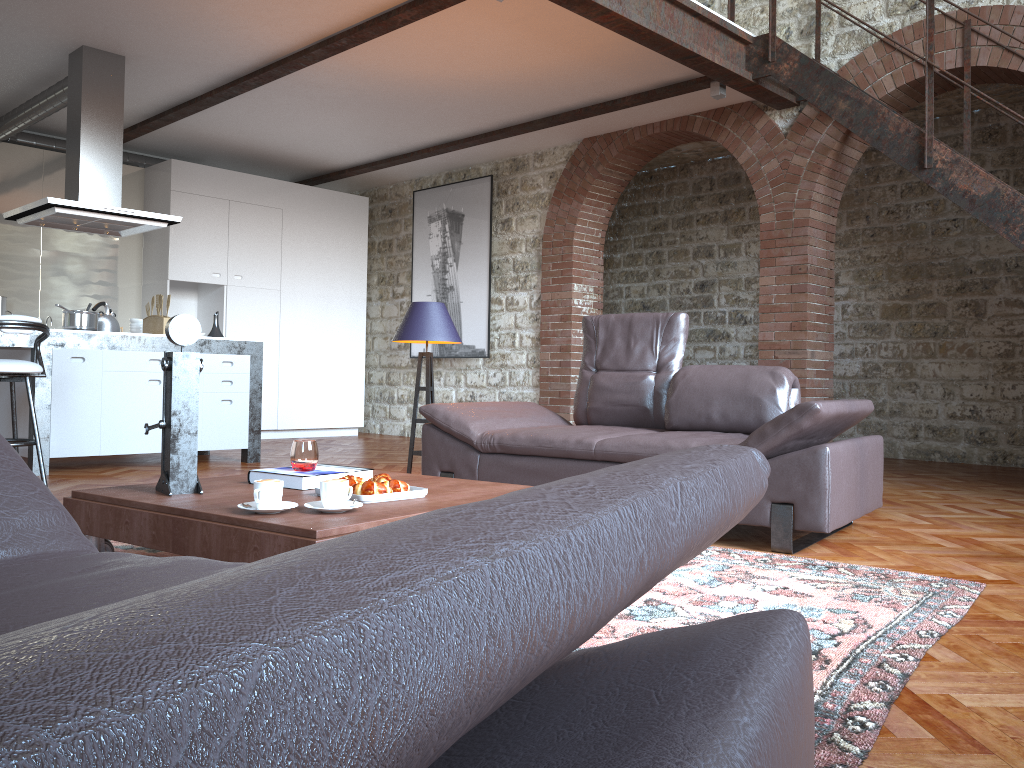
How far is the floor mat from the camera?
1.8m

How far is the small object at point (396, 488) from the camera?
2.75m

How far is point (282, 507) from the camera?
2.5 meters

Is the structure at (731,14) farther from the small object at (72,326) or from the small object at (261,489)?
the small object at (261,489)

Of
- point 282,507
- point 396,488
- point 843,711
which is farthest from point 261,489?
point 843,711

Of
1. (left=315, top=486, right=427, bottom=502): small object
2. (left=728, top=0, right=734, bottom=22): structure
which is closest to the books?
(left=315, top=486, right=427, bottom=502): small object

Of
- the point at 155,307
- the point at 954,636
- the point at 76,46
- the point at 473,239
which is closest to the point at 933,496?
the point at 954,636

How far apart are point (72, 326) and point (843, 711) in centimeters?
560cm

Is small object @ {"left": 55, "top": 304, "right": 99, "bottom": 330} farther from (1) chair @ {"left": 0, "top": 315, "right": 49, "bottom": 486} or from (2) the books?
(2) the books

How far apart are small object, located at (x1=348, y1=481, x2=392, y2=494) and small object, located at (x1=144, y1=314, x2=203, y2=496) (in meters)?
0.51
